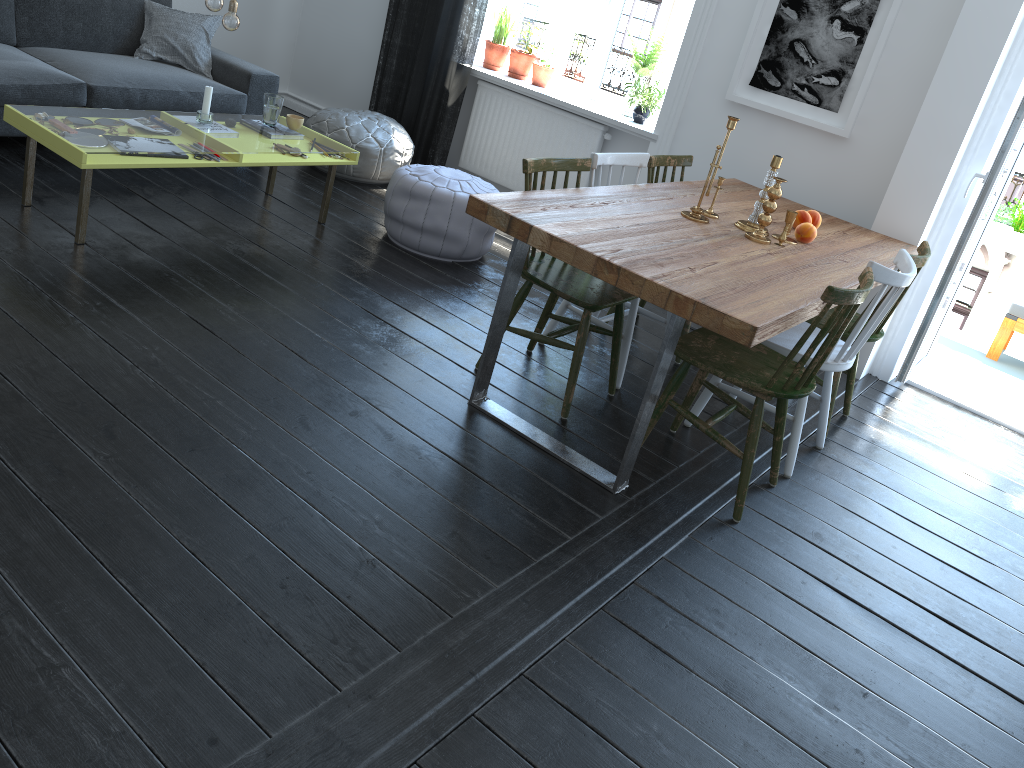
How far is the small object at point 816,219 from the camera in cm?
372

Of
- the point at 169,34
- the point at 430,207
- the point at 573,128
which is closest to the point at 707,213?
the point at 430,207

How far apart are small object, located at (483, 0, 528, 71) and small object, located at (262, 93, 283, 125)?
1.9m

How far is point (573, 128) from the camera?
5.3m

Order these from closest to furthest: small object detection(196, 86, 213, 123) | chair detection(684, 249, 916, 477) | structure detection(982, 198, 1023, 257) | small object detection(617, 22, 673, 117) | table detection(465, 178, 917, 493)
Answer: table detection(465, 178, 917, 493), chair detection(684, 249, 916, 477), small object detection(196, 86, 213, 123), small object detection(617, 22, 673, 117), structure detection(982, 198, 1023, 257)

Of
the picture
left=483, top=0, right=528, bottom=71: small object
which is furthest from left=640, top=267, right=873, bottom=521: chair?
left=483, top=0, right=528, bottom=71: small object

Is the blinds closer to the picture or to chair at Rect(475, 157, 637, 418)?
the picture

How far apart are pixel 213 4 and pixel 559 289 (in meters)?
1.87

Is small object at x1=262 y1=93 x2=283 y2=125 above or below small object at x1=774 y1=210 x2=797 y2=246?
below

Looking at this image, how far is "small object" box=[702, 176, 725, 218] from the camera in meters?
3.5
